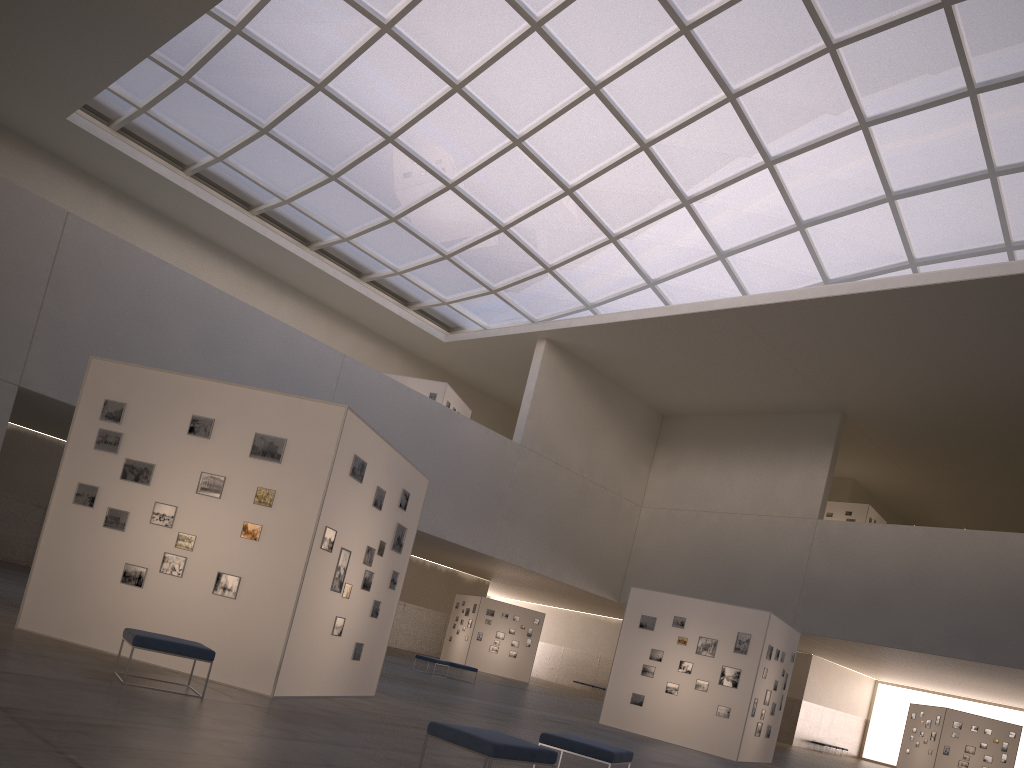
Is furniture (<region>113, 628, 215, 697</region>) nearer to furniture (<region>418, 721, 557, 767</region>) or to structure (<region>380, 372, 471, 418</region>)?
furniture (<region>418, 721, 557, 767</region>)

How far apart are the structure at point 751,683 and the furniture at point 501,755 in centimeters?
1785cm

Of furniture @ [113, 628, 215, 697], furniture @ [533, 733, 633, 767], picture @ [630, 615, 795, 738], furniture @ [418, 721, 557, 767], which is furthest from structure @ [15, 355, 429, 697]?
picture @ [630, 615, 795, 738]

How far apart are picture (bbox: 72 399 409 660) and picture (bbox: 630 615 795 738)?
12.4 meters

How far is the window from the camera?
36.2m

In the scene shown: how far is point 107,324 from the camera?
34.6 meters

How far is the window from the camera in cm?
3619

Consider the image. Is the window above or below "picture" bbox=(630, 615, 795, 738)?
above

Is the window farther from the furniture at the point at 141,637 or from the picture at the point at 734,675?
the furniture at the point at 141,637

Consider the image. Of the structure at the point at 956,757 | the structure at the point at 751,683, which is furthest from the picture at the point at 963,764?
the structure at the point at 751,683
